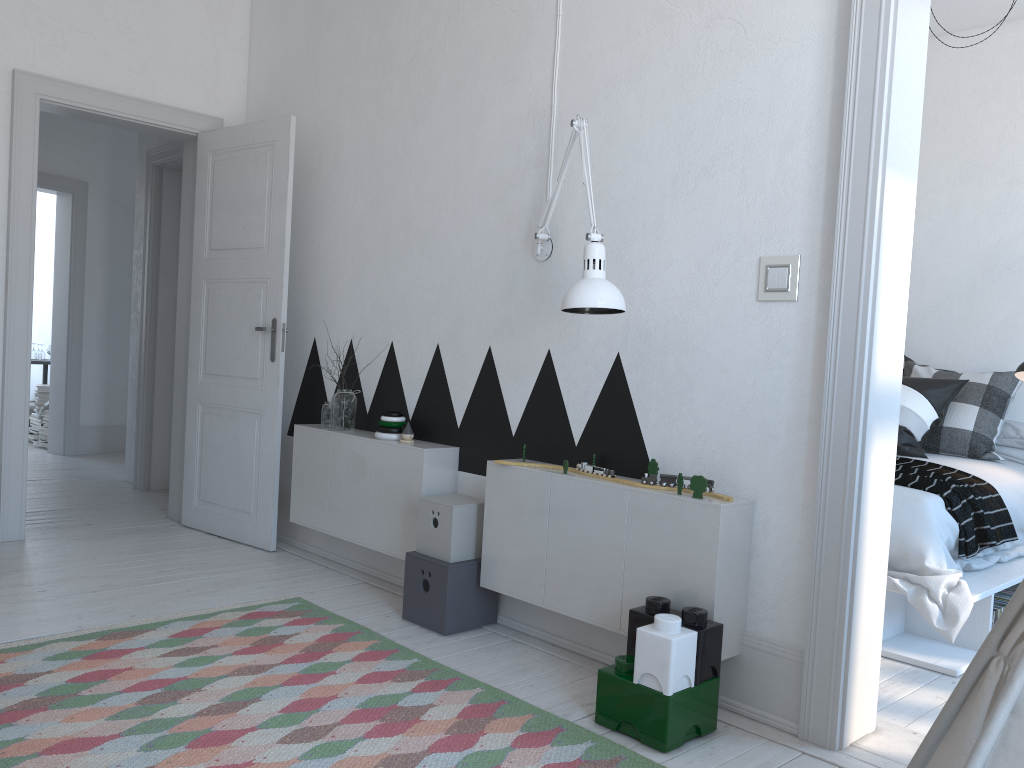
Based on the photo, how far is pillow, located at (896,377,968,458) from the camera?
4.3 meters

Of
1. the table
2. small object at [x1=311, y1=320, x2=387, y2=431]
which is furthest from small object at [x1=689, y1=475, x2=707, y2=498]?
the table

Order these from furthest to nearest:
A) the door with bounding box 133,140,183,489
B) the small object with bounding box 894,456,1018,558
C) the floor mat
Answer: the door with bounding box 133,140,183,489 → the small object with bounding box 894,456,1018,558 → the floor mat

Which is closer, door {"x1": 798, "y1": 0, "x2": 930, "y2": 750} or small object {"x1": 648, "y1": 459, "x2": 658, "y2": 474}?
door {"x1": 798, "y1": 0, "x2": 930, "y2": 750}

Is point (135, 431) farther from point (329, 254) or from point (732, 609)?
point (732, 609)

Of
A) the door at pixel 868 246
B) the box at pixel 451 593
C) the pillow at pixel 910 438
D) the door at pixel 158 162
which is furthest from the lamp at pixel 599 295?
the door at pixel 158 162

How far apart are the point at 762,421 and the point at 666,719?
0.9 meters

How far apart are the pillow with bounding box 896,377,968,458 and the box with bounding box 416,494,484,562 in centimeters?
224cm

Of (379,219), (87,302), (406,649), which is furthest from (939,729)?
(87,302)

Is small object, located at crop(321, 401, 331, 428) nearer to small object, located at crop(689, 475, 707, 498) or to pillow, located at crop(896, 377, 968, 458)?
small object, located at crop(689, 475, 707, 498)
